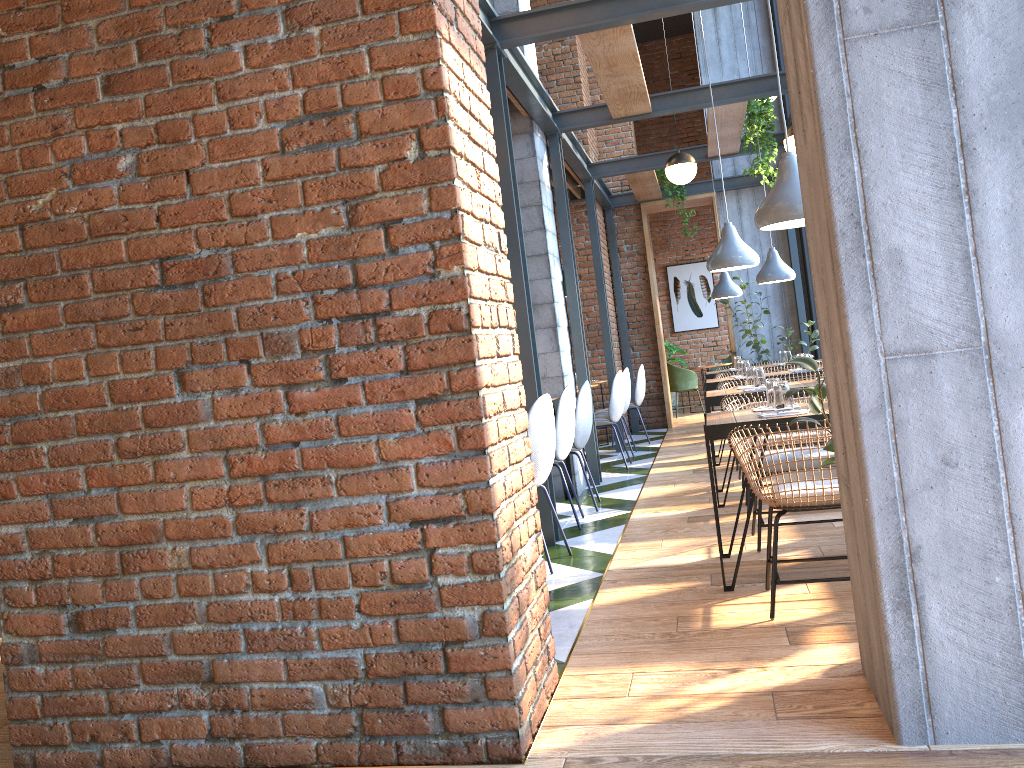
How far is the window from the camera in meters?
10.8

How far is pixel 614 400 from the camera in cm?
797

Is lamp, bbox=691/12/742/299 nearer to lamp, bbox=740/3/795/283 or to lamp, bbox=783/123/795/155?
lamp, bbox=740/3/795/283

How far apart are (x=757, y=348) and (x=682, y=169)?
3.8m

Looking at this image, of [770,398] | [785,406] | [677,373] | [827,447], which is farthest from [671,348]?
[827,447]

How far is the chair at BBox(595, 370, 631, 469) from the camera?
8.0 meters

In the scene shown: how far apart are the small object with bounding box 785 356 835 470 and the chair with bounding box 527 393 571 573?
1.8m

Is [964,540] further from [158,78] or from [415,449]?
[158,78]

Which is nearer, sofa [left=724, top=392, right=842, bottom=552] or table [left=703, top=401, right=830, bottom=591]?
table [left=703, top=401, right=830, bottom=591]

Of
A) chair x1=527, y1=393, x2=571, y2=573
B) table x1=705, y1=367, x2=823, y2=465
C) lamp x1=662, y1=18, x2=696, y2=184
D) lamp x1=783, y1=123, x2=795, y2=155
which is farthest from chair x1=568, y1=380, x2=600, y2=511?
lamp x1=662, y1=18, x2=696, y2=184
